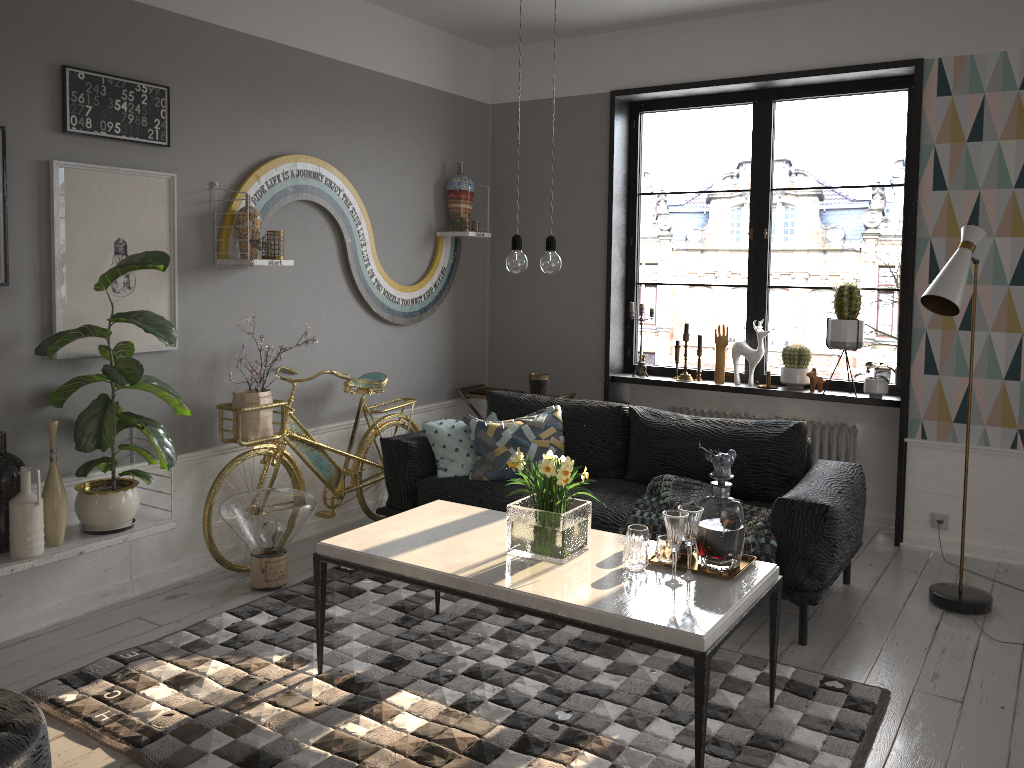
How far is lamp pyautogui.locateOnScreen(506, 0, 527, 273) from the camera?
2.93m

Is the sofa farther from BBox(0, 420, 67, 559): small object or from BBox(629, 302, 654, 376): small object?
BBox(0, 420, 67, 559): small object

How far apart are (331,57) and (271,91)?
0.5 meters

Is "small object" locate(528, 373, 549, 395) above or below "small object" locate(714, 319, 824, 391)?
below

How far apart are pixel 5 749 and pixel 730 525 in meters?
2.1 m

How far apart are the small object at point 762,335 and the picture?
3.13m

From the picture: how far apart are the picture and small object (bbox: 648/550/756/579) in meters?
2.4

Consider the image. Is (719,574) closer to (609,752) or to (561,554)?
(561,554)

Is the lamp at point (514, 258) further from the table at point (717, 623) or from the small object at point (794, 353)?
the small object at point (794, 353)

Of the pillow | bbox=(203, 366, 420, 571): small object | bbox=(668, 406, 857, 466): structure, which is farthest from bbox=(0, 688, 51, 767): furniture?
bbox=(668, 406, 857, 466): structure
